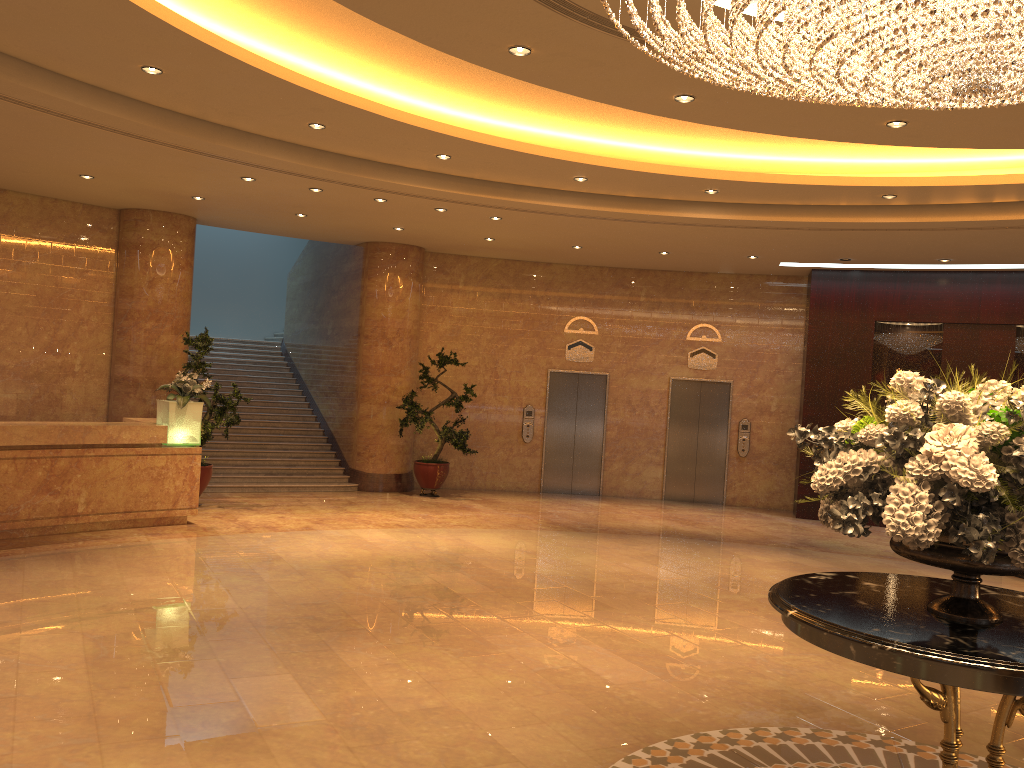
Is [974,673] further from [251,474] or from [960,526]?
[251,474]

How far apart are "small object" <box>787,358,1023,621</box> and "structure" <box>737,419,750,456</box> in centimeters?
1141cm

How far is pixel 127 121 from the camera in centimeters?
780cm

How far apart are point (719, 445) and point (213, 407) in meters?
8.4

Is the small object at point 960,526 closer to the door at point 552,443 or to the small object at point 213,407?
the small object at point 213,407

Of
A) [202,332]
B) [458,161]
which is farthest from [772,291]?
[202,332]

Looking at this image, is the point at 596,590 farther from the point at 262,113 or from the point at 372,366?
the point at 372,366

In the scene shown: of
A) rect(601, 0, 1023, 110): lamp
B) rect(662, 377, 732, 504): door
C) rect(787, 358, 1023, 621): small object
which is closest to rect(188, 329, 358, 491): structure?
rect(662, 377, 732, 504): door

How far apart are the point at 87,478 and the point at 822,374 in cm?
1057

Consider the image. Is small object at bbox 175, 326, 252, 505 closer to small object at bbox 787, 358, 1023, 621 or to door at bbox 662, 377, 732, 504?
door at bbox 662, 377, 732, 504
